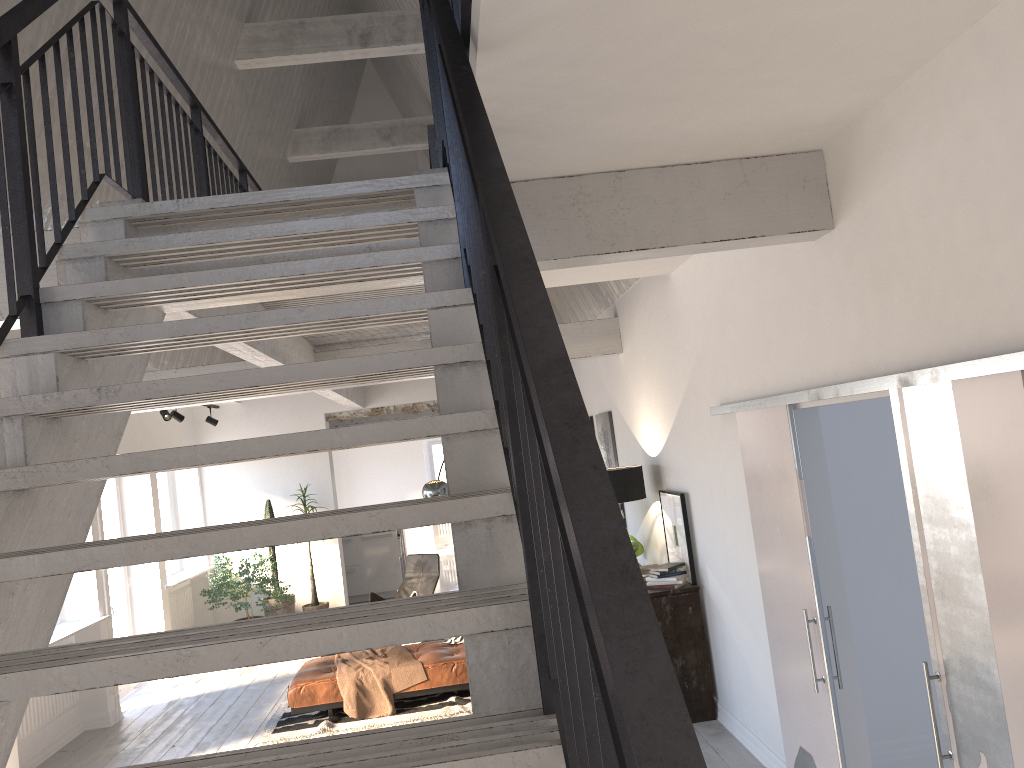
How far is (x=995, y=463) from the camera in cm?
251

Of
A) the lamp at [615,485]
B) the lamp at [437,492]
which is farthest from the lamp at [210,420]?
the lamp at [615,485]

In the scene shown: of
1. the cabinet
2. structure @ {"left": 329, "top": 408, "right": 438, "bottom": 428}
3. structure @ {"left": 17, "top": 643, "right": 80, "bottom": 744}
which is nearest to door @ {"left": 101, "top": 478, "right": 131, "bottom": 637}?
structure @ {"left": 17, "top": 643, "right": 80, "bottom": 744}

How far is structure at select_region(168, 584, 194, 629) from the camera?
10.42m

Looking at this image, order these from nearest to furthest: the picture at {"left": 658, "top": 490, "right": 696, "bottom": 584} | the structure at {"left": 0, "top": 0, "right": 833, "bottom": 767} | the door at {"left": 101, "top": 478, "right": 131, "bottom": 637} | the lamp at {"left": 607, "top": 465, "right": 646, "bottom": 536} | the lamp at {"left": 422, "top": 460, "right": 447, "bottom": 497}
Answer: the structure at {"left": 0, "top": 0, "right": 833, "bottom": 767}
the picture at {"left": 658, "top": 490, "right": 696, "bottom": 584}
the lamp at {"left": 607, "top": 465, "right": 646, "bottom": 536}
the door at {"left": 101, "top": 478, "right": 131, "bottom": 637}
the lamp at {"left": 422, "top": 460, "right": 447, "bottom": 497}

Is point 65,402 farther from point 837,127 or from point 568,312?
point 568,312

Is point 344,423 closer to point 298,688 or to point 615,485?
point 298,688

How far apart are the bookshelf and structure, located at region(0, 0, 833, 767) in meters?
1.9 m

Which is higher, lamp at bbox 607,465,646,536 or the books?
lamp at bbox 607,465,646,536

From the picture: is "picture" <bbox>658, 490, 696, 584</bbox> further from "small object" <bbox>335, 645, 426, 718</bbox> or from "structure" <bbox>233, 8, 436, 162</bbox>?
"structure" <bbox>233, 8, 436, 162</bbox>
